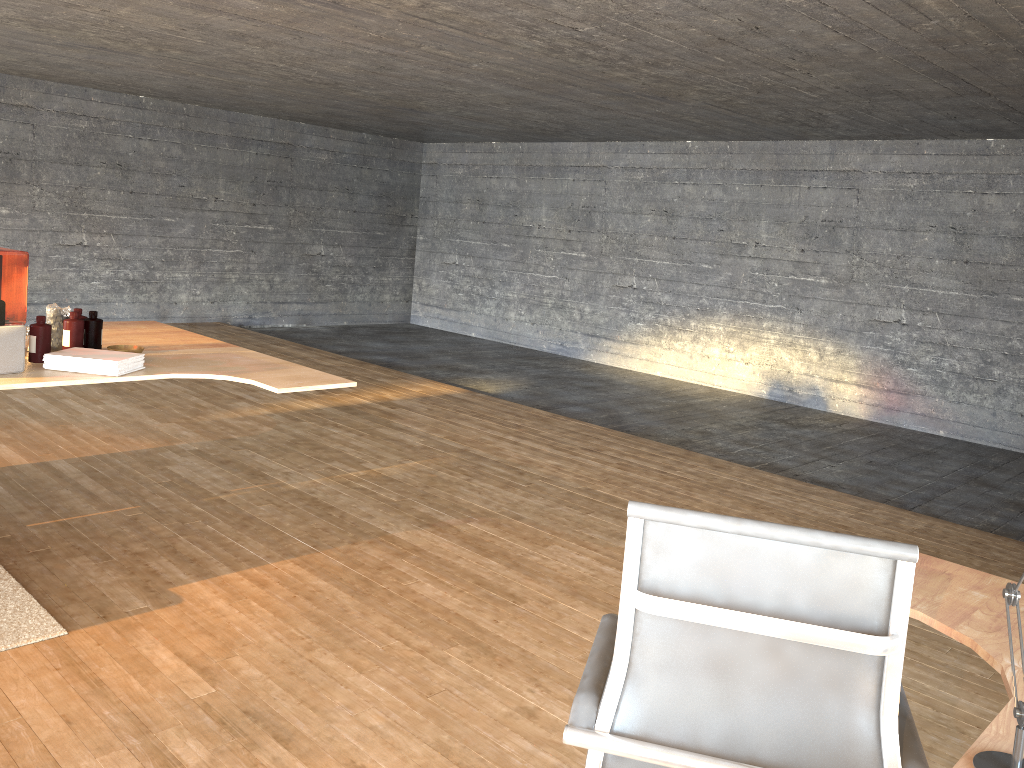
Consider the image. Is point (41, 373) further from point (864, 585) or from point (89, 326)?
point (864, 585)

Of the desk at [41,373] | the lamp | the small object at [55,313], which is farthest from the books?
the lamp

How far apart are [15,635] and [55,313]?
1.4 meters

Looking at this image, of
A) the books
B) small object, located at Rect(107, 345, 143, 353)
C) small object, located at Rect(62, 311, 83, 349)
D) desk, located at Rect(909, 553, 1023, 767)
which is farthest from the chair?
small object, located at Rect(62, 311, 83, 349)

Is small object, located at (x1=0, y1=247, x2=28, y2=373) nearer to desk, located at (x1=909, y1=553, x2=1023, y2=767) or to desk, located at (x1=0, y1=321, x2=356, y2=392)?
desk, located at (x1=0, y1=321, x2=356, y2=392)

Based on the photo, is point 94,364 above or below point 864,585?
below

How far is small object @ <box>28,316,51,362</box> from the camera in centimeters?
351cm

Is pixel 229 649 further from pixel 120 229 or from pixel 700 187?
pixel 120 229

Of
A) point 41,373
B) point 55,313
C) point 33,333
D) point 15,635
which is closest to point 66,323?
point 55,313

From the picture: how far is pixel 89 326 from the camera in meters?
3.8 m
